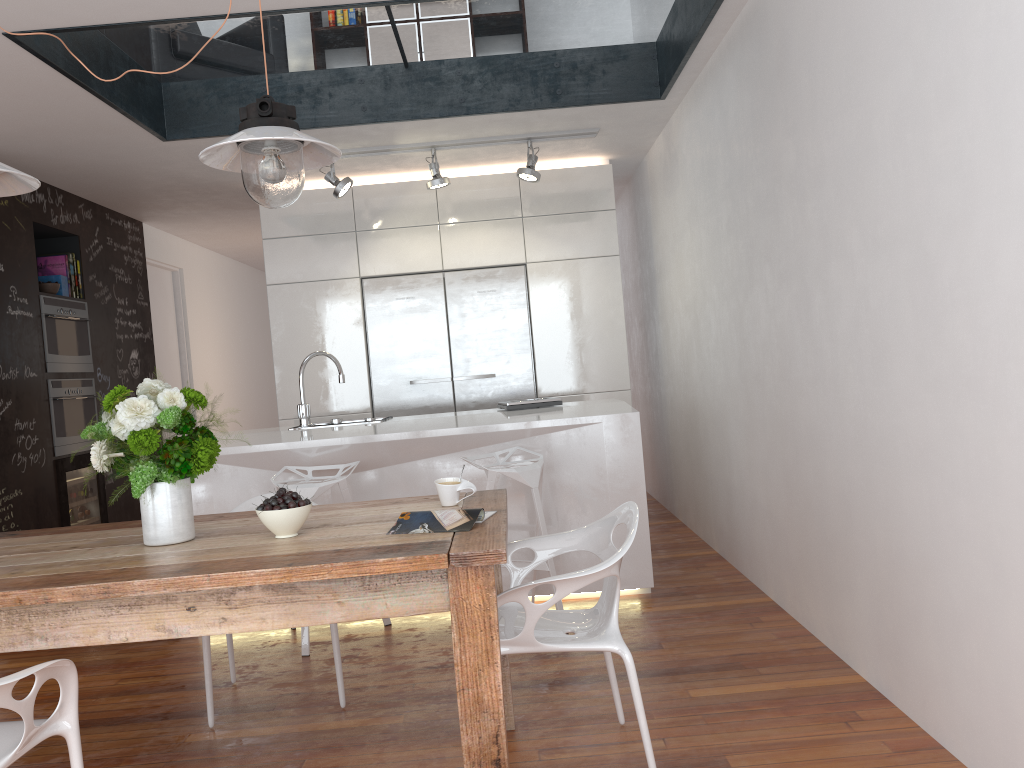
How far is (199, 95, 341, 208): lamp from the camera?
2.28m

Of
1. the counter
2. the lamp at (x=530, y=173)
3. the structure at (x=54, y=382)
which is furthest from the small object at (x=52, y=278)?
the counter

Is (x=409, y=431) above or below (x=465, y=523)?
above

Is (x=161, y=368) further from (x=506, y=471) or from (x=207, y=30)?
(x=506, y=471)

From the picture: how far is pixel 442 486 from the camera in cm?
258

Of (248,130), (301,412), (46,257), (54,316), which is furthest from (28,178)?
(46,257)

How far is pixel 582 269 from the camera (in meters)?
6.01

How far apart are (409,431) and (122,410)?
1.90m

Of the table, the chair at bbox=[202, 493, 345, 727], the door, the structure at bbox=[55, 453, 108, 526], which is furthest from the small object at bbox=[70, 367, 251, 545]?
the door

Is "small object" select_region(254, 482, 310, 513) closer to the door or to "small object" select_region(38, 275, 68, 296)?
"small object" select_region(38, 275, 68, 296)
